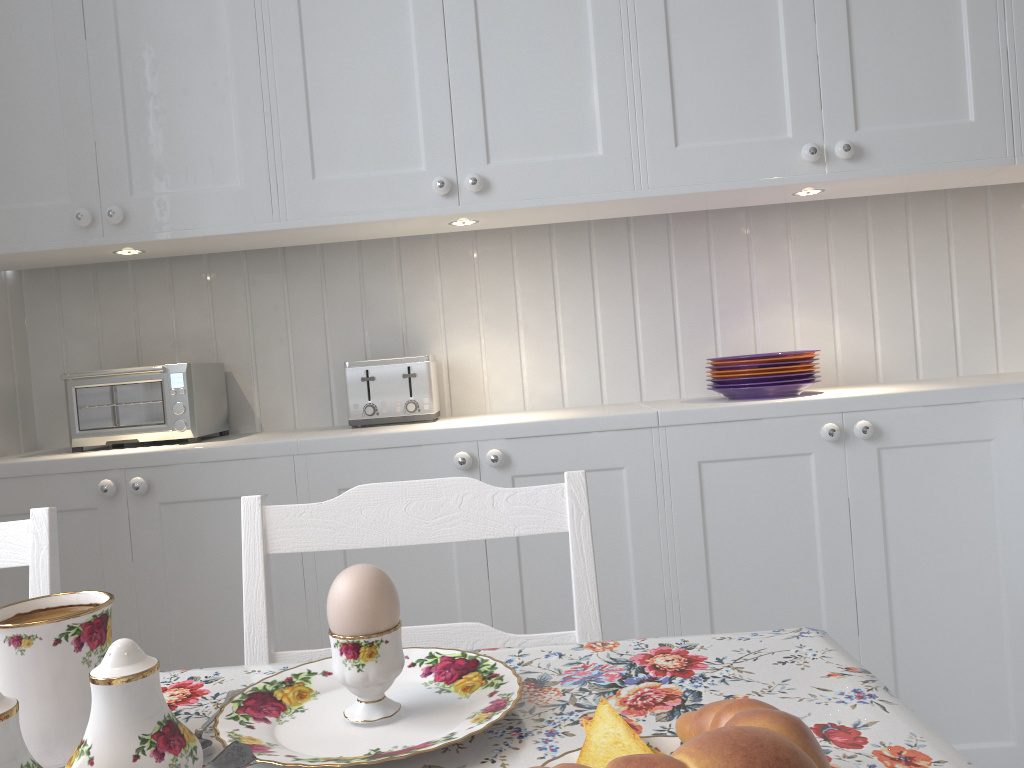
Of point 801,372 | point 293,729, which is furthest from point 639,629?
point 293,729

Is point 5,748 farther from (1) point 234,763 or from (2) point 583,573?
(2) point 583,573

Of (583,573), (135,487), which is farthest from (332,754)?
(135,487)

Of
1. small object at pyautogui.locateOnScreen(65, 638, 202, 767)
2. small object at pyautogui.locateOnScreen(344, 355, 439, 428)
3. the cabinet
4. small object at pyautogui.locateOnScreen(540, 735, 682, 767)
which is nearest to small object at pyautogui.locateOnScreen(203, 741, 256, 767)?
small object at pyautogui.locateOnScreen(65, 638, 202, 767)

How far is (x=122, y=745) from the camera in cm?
43

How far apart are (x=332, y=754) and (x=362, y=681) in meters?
0.0

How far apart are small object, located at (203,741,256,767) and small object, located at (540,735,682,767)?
0.2 meters

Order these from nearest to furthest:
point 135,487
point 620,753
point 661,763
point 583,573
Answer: point 661,763, point 620,753, point 583,573, point 135,487

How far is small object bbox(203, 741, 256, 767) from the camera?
0.4 meters

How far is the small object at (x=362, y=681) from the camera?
0.6 meters
